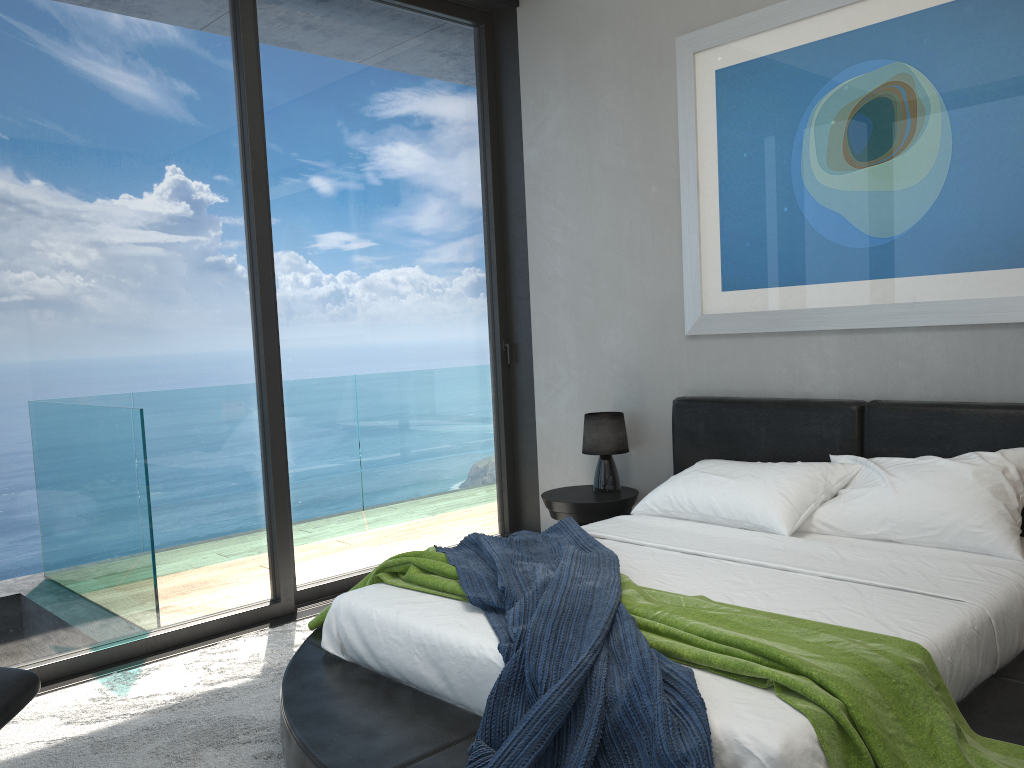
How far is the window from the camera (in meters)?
3.46

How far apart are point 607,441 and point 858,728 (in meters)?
2.69

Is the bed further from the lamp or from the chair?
the chair

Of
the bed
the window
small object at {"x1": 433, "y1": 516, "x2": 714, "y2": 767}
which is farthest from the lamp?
small object at {"x1": 433, "y1": 516, "x2": 714, "y2": 767}

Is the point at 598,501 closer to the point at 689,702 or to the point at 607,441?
the point at 607,441

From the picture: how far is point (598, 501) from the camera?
4.3 meters

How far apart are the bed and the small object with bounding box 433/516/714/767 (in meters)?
0.02

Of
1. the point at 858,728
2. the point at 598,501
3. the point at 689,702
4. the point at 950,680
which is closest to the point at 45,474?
the point at 598,501

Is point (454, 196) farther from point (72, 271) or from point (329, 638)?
point (329, 638)

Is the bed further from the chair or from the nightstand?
the chair
